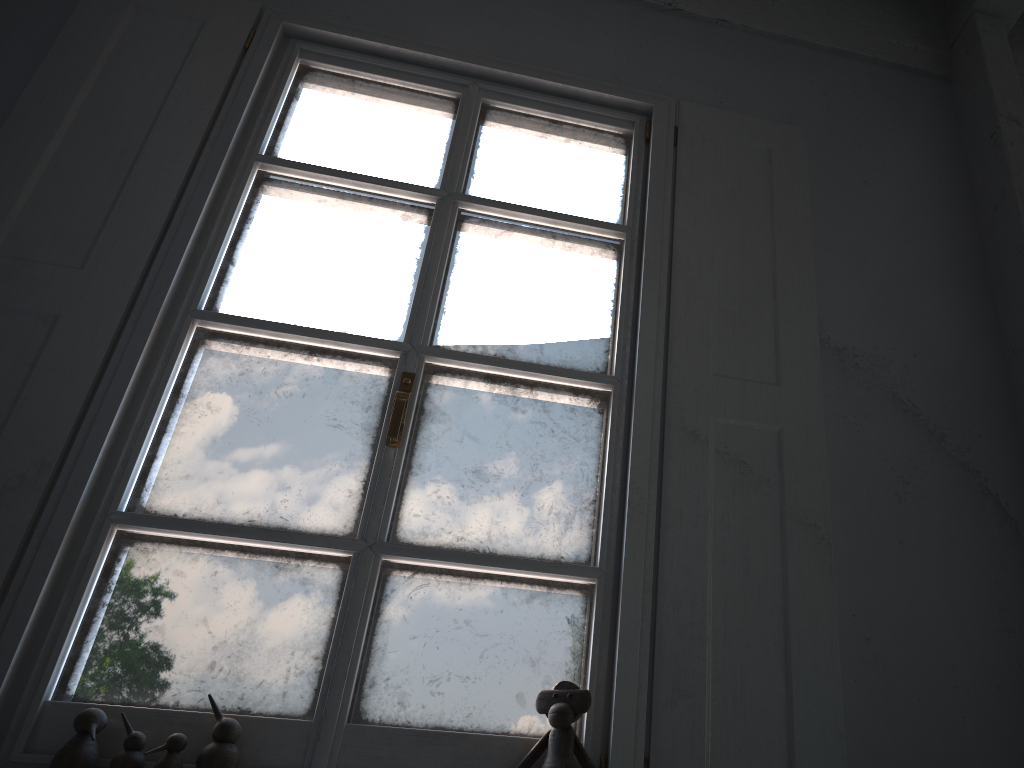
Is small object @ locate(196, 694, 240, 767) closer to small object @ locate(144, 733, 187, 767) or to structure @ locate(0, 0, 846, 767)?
small object @ locate(144, 733, 187, 767)

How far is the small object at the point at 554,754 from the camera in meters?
1.8 m

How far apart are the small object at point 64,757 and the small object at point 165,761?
0.13m

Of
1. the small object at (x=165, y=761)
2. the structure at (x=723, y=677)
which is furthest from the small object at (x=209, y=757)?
the structure at (x=723, y=677)

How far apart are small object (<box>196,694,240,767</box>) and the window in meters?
0.0 m

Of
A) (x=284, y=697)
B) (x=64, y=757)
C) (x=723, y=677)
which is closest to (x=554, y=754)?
(x=723, y=677)

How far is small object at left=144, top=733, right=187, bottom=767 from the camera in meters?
1.7 m

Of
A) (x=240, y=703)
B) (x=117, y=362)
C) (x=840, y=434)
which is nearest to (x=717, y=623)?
(x=840, y=434)

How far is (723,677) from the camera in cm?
193

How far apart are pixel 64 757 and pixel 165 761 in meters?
0.2
